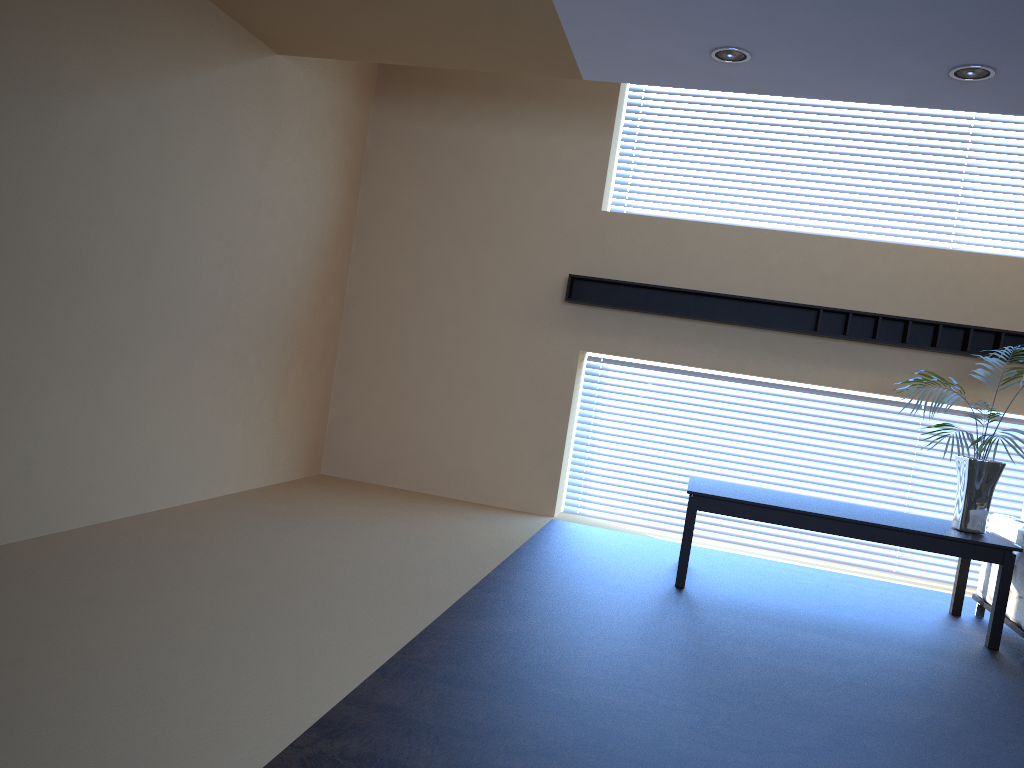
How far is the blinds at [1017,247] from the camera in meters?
6.9 m

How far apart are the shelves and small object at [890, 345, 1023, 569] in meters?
1.0 m

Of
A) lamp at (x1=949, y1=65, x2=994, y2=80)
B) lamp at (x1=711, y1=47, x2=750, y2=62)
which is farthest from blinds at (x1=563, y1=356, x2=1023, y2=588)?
lamp at (x1=711, y1=47, x2=750, y2=62)

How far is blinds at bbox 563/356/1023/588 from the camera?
7.0 meters

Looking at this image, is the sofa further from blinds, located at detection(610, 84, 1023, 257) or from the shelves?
blinds, located at detection(610, 84, 1023, 257)

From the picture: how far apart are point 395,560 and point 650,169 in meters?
4.2 m

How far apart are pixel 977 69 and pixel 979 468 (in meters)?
2.33

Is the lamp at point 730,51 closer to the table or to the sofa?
the table

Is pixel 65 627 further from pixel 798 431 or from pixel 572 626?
pixel 798 431

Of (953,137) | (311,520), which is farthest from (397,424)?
(953,137)
